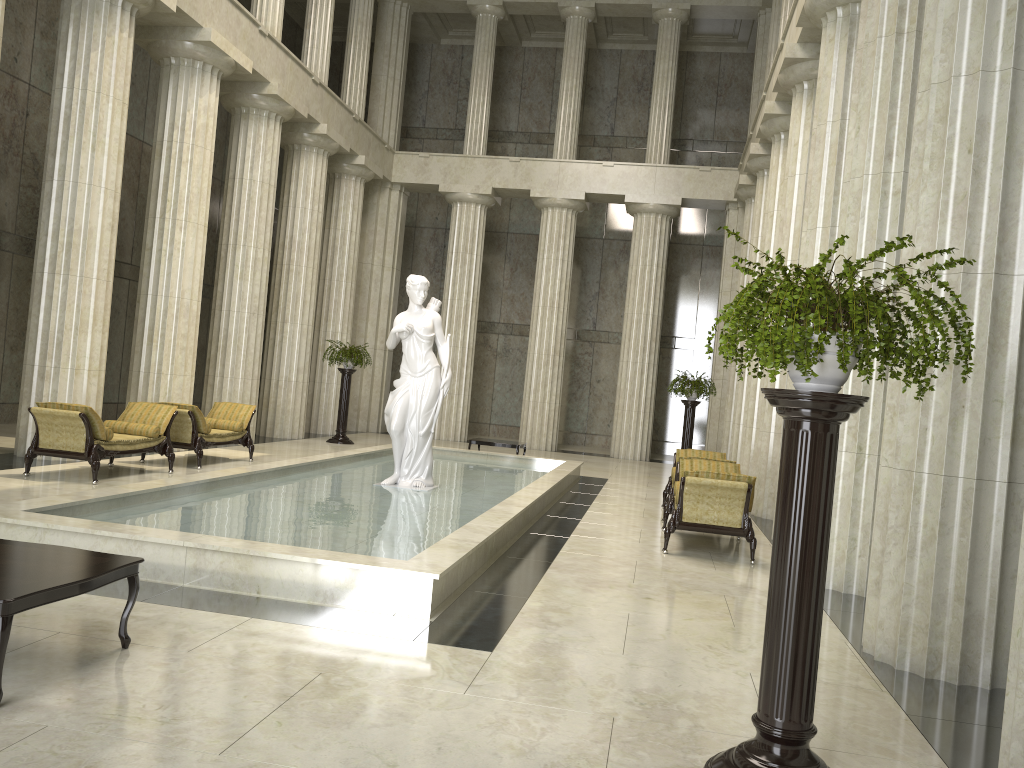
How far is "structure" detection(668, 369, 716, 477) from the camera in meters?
18.9

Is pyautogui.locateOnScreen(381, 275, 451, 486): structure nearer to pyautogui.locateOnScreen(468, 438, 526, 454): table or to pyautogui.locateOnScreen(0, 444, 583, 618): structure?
pyautogui.locateOnScreen(0, 444, 583, 618): structure

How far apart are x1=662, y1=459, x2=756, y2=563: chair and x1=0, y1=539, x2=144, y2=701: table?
5.93m

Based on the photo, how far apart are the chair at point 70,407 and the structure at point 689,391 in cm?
1045

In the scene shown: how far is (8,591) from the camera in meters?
4.0 m

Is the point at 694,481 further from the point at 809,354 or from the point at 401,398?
the point at 809,354

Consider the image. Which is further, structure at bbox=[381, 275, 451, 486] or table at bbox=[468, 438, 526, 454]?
table at bbox=[468, 438, 526, 454]

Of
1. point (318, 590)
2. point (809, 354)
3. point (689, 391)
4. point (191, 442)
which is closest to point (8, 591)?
point (318, 590)

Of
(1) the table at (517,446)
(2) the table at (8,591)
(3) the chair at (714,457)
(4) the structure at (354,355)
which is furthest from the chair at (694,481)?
(4) the structure at (354,355)

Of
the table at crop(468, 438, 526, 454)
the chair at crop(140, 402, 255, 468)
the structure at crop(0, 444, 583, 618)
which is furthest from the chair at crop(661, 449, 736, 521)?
the chair at crop(140, 402, 255, 468)
